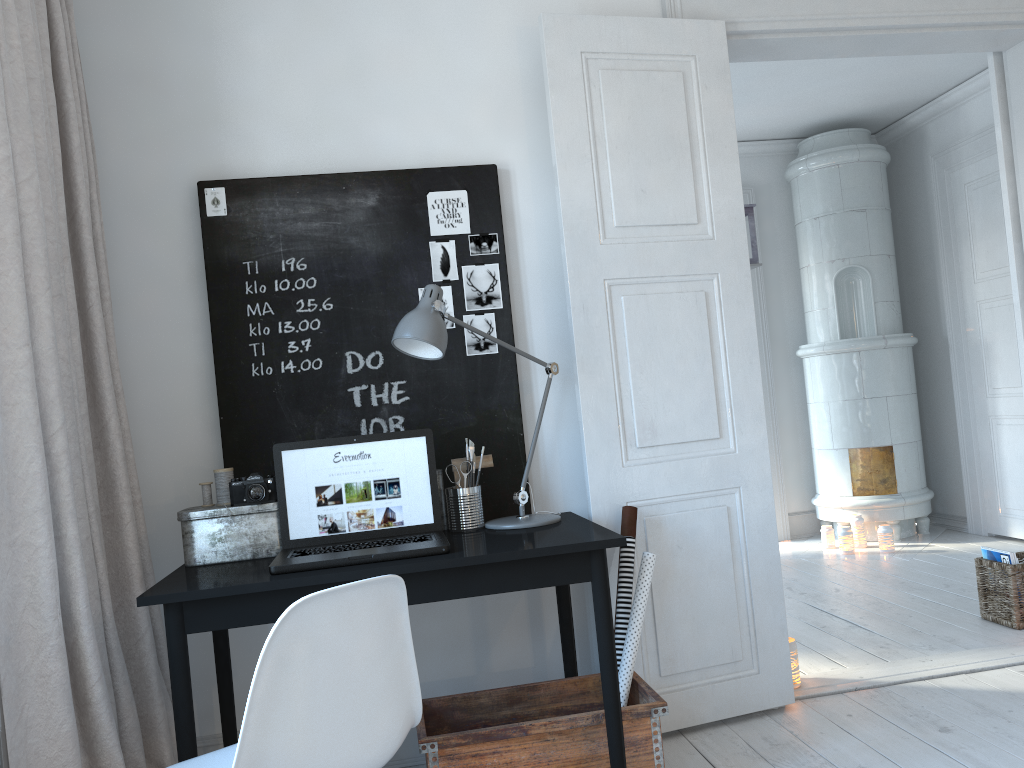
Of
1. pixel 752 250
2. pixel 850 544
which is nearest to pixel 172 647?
pixel 752 250

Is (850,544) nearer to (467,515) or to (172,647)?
(467,515)

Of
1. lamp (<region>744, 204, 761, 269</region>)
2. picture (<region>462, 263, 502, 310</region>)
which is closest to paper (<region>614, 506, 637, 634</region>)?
picture (<region>462, 263, 502, 310</region>)

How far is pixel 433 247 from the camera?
2.9 meters

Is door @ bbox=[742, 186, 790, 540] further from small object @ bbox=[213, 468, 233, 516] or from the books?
small object @ bbox=[213, 468, 233, 516]

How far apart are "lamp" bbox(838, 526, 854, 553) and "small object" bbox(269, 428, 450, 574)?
3.78m

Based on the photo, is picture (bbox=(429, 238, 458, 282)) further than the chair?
Yes

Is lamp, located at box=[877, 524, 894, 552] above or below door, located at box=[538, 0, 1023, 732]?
below

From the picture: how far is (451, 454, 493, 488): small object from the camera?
2.7m

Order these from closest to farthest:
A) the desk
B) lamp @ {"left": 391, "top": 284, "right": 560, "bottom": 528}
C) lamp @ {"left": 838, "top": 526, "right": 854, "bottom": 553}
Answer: the desk, lamp @ {"left": 391, "top": 284, "right": 560, "bottom": 528}, lamp @ {"left": 838, "top": 526, "right": 854, "bottom": 553}
